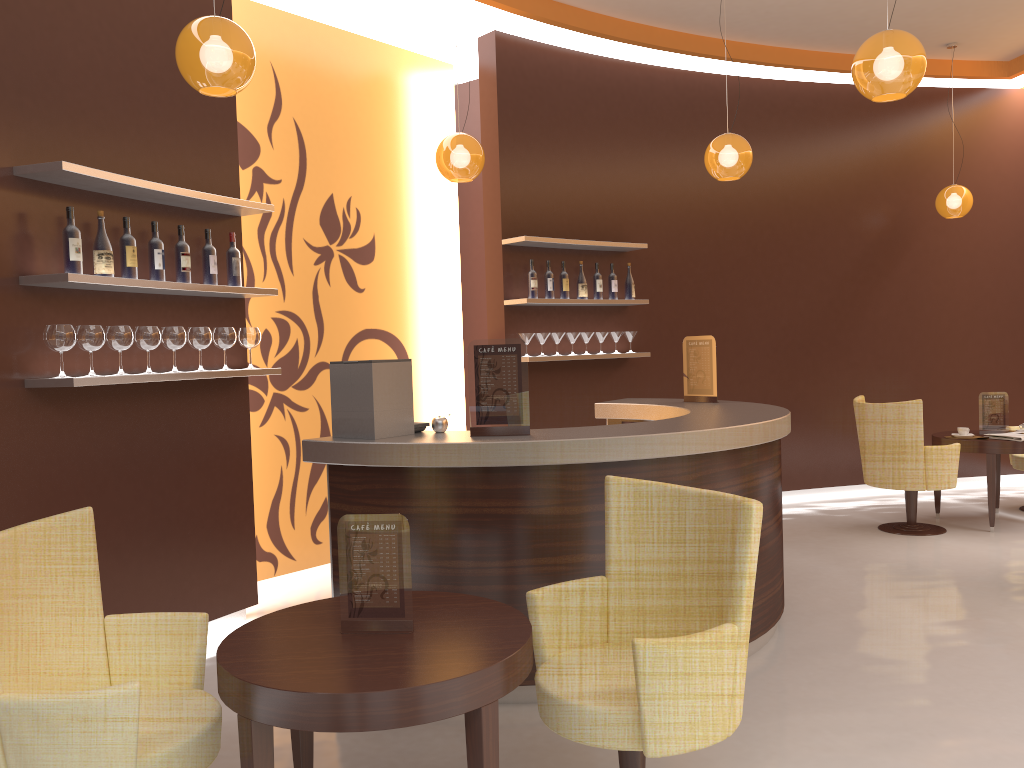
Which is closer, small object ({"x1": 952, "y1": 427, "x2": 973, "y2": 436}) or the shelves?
the shelves

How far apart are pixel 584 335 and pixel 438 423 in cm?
304

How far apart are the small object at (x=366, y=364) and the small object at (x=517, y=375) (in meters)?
0.33

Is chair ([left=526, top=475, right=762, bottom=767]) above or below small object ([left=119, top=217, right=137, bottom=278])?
below

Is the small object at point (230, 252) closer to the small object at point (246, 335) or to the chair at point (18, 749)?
the small object at point (246, 335)

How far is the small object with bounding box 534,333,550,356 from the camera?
6.58m

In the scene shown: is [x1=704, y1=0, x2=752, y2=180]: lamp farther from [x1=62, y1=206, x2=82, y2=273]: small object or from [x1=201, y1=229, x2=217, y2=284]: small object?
[x1=62, y1=206, x2=82, y2=273]: small object

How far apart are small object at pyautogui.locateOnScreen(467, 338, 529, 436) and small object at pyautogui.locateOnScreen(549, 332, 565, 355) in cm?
292

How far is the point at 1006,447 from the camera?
6.5 meters

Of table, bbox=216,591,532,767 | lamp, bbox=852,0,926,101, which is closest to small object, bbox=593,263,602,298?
lamp, bbox=852,0,926,101
